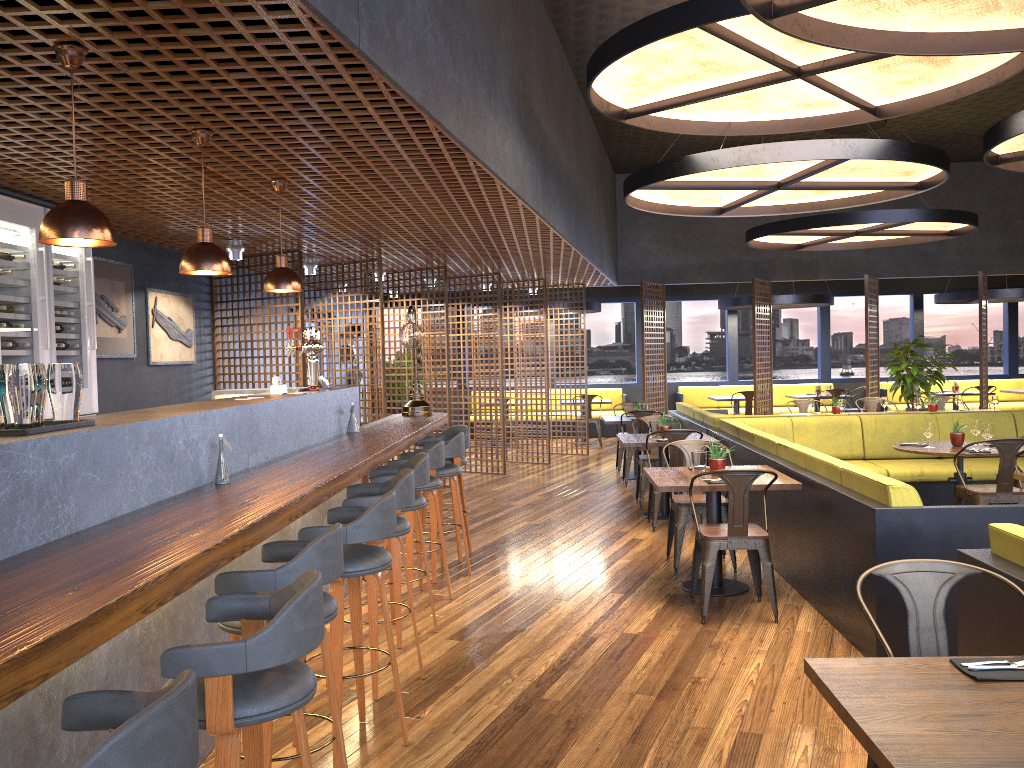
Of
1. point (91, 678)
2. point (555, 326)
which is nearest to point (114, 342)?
point (91, 678)

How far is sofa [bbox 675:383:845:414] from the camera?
17.15m

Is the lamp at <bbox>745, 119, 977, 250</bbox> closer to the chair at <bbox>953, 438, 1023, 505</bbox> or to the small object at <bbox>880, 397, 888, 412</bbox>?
the small object at <bbox>880, 397, 888, 412</bbox>

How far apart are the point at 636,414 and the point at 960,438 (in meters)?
3.93

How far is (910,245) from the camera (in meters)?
14.20

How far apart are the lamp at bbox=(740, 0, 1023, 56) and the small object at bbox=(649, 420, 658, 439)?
4.64m

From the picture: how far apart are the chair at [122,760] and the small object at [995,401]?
11.1 meters

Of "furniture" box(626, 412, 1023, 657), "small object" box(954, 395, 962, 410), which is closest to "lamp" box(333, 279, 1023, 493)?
"furniture" box(626, 412, 1023, 657)

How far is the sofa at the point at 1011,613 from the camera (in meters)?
3.06

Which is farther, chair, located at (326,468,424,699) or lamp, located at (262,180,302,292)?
lamp, located at (262,180,302,292)
